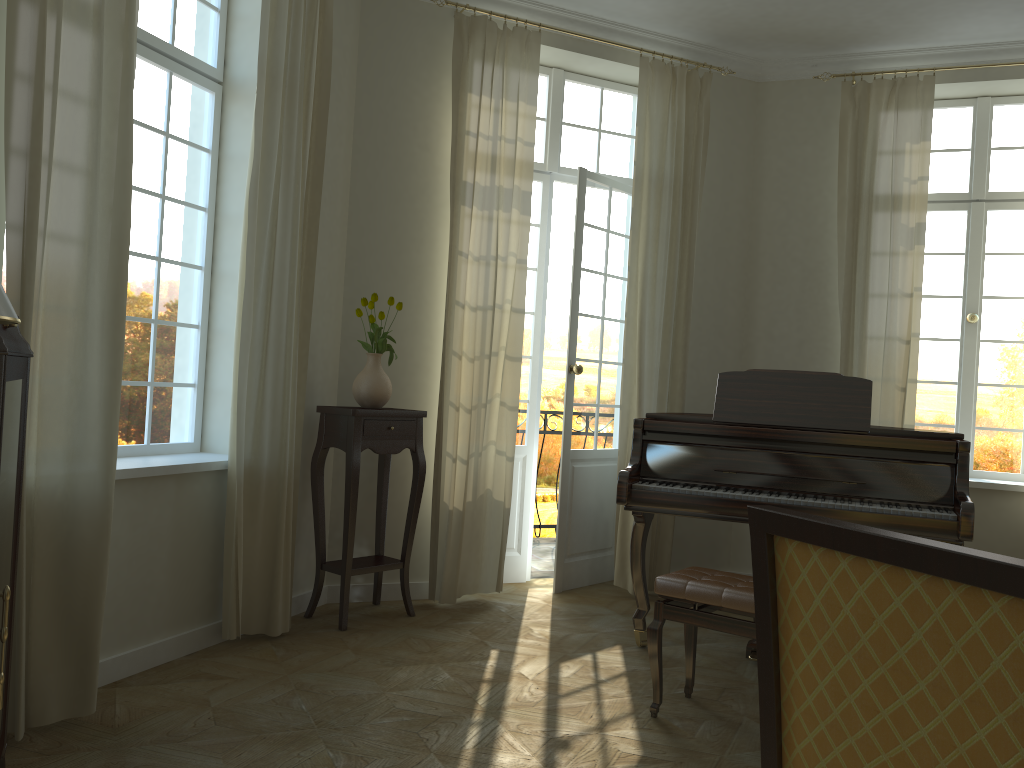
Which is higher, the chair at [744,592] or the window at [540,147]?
the window at [540,147]

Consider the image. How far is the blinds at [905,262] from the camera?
5.57m

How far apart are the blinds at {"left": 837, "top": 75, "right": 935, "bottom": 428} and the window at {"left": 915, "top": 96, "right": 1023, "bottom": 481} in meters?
0.5

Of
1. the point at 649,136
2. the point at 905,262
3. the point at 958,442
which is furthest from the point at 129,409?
the point at 905,262

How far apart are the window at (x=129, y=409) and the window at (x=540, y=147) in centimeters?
215cm

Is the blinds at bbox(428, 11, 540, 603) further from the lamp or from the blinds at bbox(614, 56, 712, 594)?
the lamp

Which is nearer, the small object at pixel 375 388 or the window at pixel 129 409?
A: the window at pixel 129 409

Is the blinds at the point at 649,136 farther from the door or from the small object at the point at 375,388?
the small object at the point at 375,388

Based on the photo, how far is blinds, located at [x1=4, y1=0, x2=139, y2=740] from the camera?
2.9m

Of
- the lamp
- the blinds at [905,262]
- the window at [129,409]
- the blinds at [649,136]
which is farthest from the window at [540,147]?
the lamp
